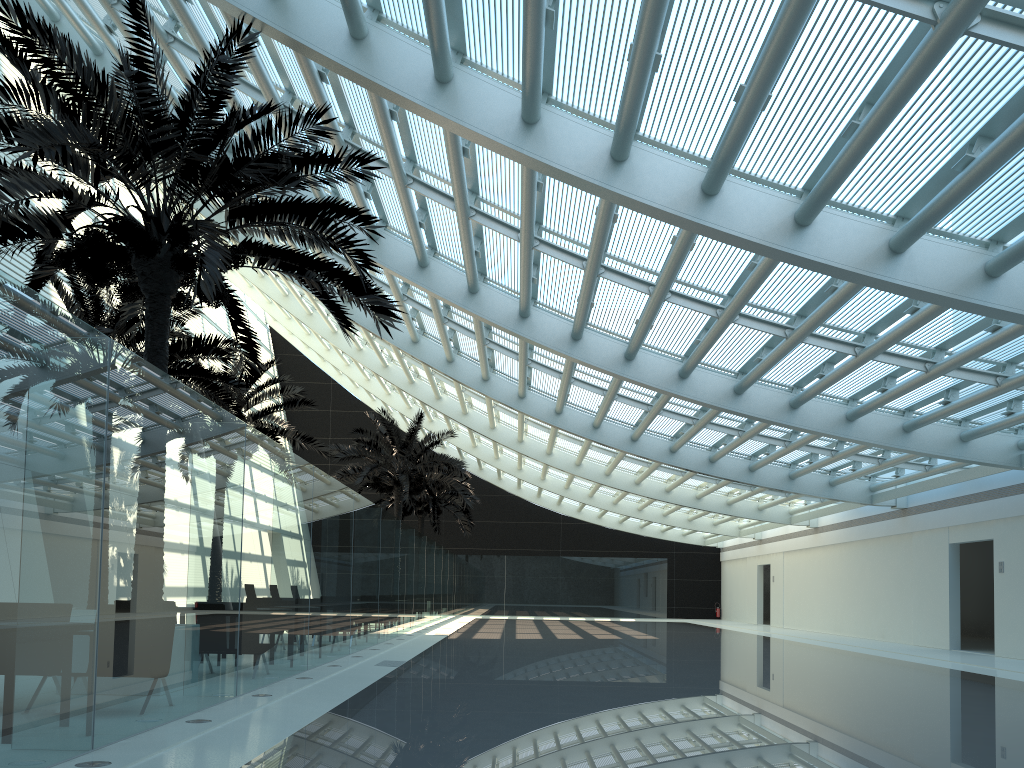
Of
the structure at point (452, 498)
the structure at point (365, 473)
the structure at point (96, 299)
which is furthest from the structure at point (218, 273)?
the structure at point (452, 498)

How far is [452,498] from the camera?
34.6m

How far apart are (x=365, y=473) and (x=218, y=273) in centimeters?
1869cm

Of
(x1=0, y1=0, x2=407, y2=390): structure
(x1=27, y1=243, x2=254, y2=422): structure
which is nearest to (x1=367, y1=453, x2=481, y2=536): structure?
(x1=27, y1=243, x2=254, y2=422): structure

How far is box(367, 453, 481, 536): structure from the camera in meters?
34.6 m

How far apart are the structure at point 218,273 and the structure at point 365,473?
14.65m

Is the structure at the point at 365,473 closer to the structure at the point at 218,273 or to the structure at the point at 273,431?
the structure at the point at 273,431

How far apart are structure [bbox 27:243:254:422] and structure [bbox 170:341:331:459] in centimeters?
232cm

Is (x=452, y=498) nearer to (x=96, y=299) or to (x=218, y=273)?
(x=96, y=299)

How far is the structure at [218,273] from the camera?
8.0m
